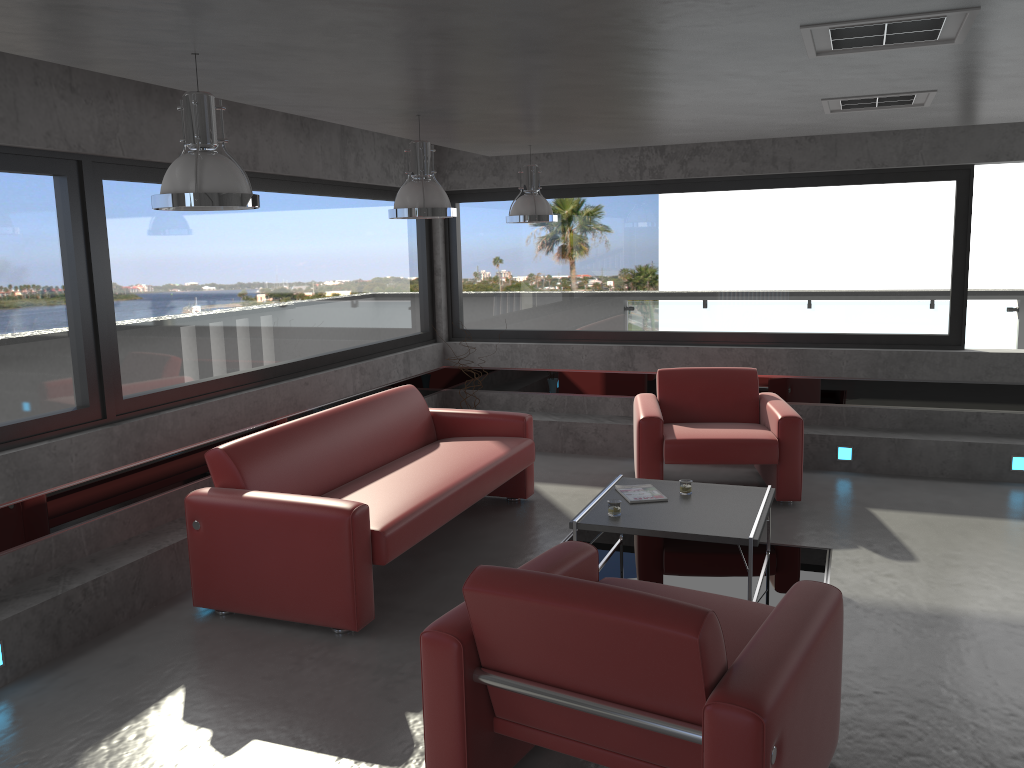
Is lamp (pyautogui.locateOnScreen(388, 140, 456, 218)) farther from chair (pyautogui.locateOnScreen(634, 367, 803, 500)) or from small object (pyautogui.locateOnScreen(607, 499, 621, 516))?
chair (pyautogui.locateOnScreen(634, 367, 803, 500))

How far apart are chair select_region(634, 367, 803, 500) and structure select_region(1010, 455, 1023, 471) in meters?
1.9 m

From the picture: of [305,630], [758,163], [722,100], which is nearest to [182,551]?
[305,630]

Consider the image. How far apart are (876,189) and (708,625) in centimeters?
601cm

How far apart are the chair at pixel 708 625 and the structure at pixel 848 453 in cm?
425

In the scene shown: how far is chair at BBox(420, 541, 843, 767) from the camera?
2.5 meters

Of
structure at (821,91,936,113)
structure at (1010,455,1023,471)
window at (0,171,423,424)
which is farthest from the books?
structure at (1010,455,1023,471)

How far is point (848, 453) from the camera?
7.29m

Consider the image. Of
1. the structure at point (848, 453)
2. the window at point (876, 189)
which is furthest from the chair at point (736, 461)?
the window at point (876, 189)

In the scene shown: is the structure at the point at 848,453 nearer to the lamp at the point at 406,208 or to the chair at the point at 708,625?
the lamp at the point at 406,208
